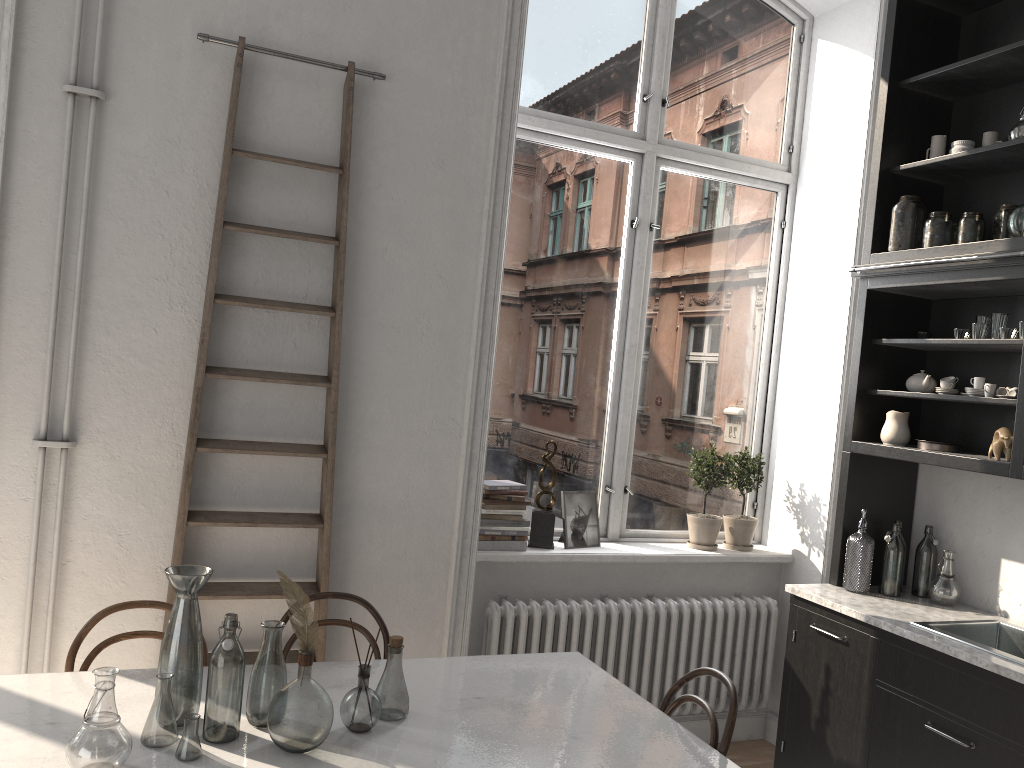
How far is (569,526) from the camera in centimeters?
408cm

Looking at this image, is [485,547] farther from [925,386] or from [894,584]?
[925,386]

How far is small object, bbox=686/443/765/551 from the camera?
4.32m

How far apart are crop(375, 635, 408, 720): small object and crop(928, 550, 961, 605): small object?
2.4m

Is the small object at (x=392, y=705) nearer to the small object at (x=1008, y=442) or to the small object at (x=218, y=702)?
the small object at (x=218, y=702)

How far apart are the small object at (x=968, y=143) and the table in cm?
255

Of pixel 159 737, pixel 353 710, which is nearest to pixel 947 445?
pixel 353 710

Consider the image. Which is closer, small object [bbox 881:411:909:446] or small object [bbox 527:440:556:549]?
small object [bbox 881:411:909:446]

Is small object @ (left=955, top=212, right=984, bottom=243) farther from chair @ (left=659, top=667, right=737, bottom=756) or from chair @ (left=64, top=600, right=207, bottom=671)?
chair @ (left=64, top=600, right=207, bottom=671)

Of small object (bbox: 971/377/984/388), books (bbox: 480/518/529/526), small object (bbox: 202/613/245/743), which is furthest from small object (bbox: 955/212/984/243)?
small object (bbox: 202/613/245/743)
